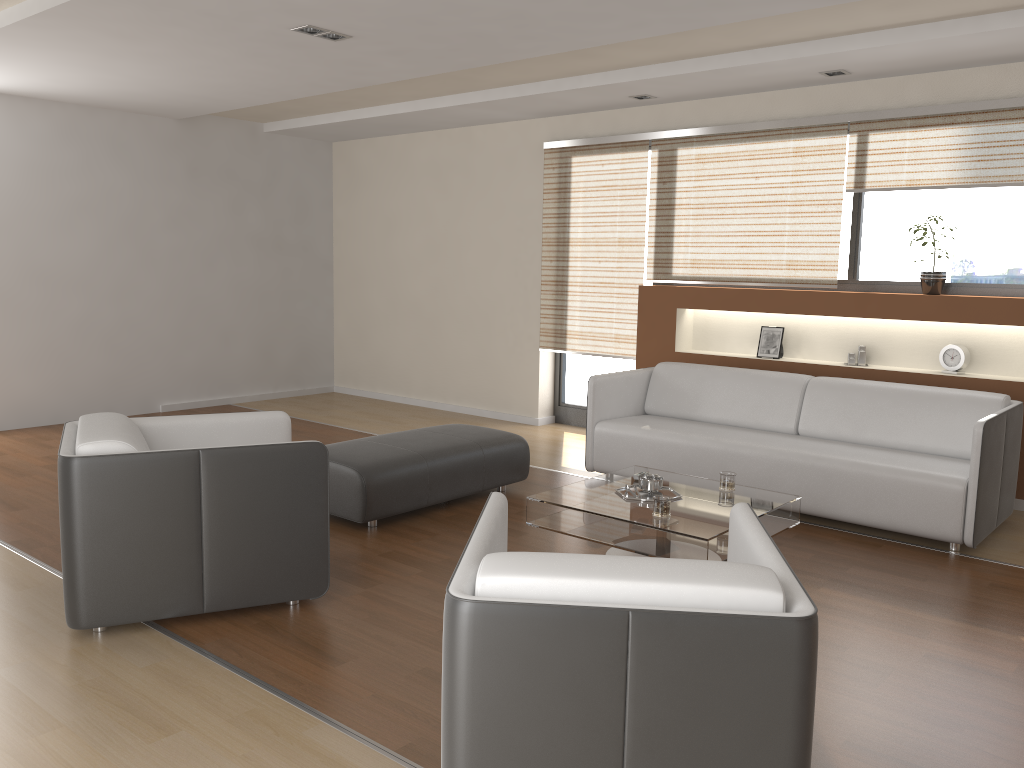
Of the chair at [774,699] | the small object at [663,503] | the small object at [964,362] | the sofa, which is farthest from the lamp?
the small object at [964,362]

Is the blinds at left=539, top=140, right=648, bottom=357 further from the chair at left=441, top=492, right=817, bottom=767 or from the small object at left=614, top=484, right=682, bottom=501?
the chair at left=441, top=492, right=817, bottom=767

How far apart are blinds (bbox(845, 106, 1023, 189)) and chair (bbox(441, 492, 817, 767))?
3.6 meters

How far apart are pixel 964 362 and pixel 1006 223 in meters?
0.9

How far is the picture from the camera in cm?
603

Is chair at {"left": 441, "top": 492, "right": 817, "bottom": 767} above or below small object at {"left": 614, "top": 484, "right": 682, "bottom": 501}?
above

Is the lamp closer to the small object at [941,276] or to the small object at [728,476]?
the small object at [728,476]

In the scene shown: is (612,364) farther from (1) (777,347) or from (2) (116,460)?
(2) (116,460)

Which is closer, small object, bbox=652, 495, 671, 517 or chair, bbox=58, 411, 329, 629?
chair, bbox=58, 411, 329, 629

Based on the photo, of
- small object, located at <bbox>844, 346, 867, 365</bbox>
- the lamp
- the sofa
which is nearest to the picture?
small object, located at <bbox>844, 346, 867, 365</bbox>
